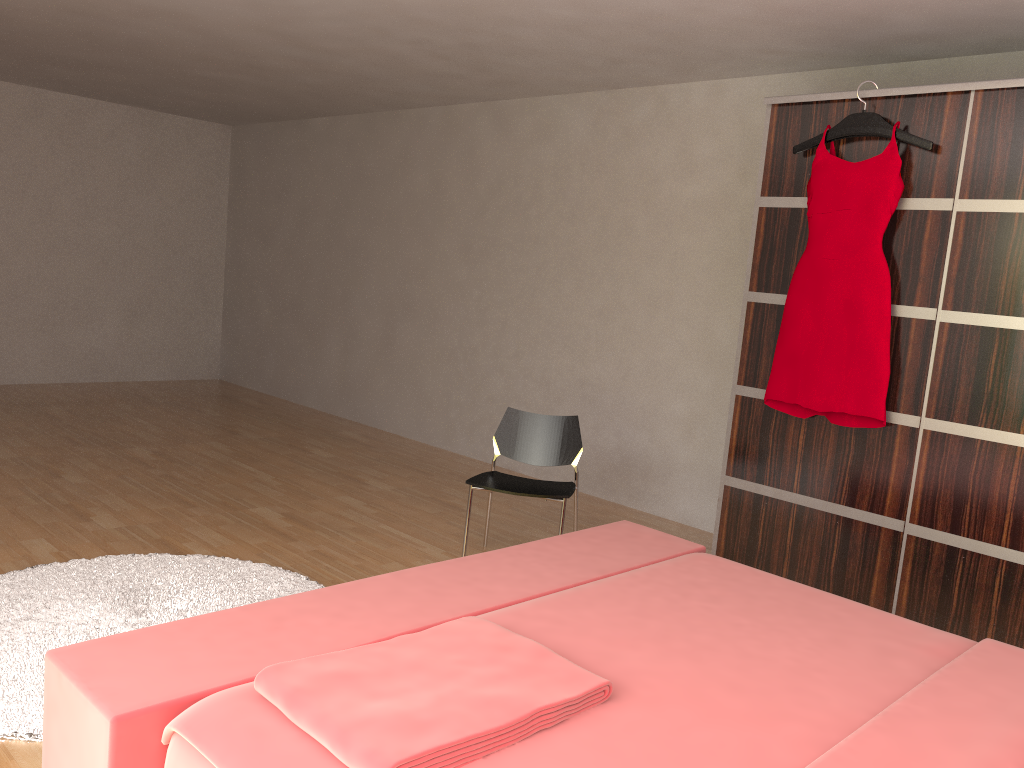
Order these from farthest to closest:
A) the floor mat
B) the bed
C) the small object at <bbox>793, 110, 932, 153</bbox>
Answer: the small object at <bbox>793, 110, 932, 153</bbox>
the floor mat
the bed

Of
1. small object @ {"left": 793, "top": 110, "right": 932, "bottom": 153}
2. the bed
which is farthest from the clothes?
the bed

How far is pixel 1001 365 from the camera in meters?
3.0 m

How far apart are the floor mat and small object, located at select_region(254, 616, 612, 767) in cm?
96

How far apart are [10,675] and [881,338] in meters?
3.0

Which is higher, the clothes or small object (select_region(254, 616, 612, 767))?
the clothes

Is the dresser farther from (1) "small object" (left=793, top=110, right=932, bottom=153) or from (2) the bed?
(2) the bed

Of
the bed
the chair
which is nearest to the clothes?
the chair

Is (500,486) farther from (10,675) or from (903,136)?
(903,136)

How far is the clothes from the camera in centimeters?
322cm
